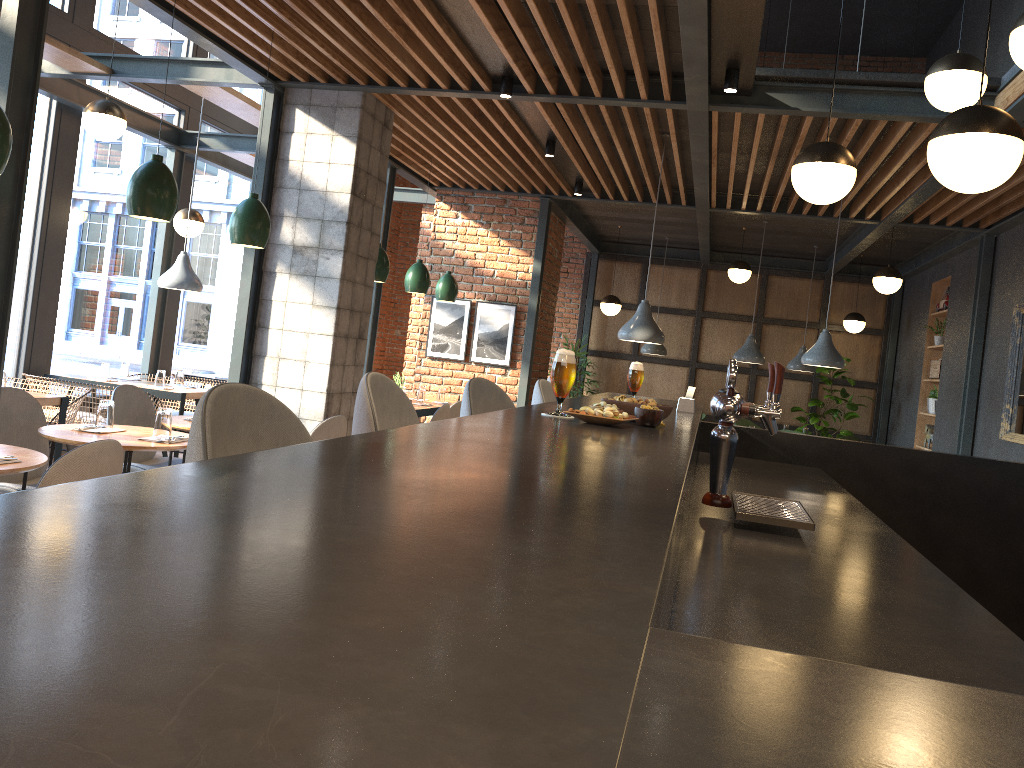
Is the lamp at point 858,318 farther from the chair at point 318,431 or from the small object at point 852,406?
the chair at point 318,431

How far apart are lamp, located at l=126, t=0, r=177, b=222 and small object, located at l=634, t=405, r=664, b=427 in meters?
2.6 m

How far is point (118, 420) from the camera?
5.1m

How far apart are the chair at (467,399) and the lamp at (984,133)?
1.53m

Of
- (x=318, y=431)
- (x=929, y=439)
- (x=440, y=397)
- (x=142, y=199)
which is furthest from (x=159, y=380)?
(x=929, y=439)

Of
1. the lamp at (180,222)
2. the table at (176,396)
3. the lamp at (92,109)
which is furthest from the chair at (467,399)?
the lamp at (180,222)

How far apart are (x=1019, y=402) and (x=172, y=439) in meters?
6.2 m

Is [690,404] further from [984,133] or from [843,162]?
[984,133]

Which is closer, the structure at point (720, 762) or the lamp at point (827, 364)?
the structure at point (720, 762)

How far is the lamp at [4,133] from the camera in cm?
307
